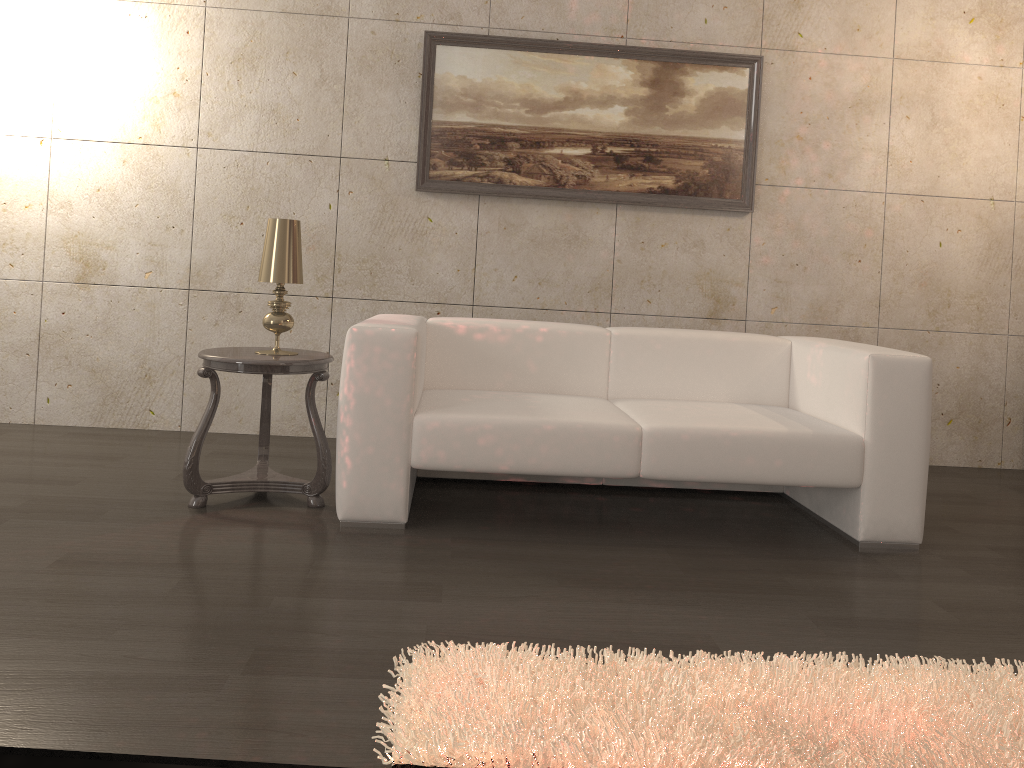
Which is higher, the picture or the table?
the picture

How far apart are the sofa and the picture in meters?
1.0 m

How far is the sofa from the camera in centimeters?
289cm

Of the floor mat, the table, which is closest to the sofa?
the table

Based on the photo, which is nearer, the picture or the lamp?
the lamp

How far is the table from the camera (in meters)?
2.95

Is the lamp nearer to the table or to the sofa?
the table

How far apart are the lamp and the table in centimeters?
7cm

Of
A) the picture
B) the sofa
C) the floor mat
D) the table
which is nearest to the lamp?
the table

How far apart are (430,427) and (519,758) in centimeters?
145cm
